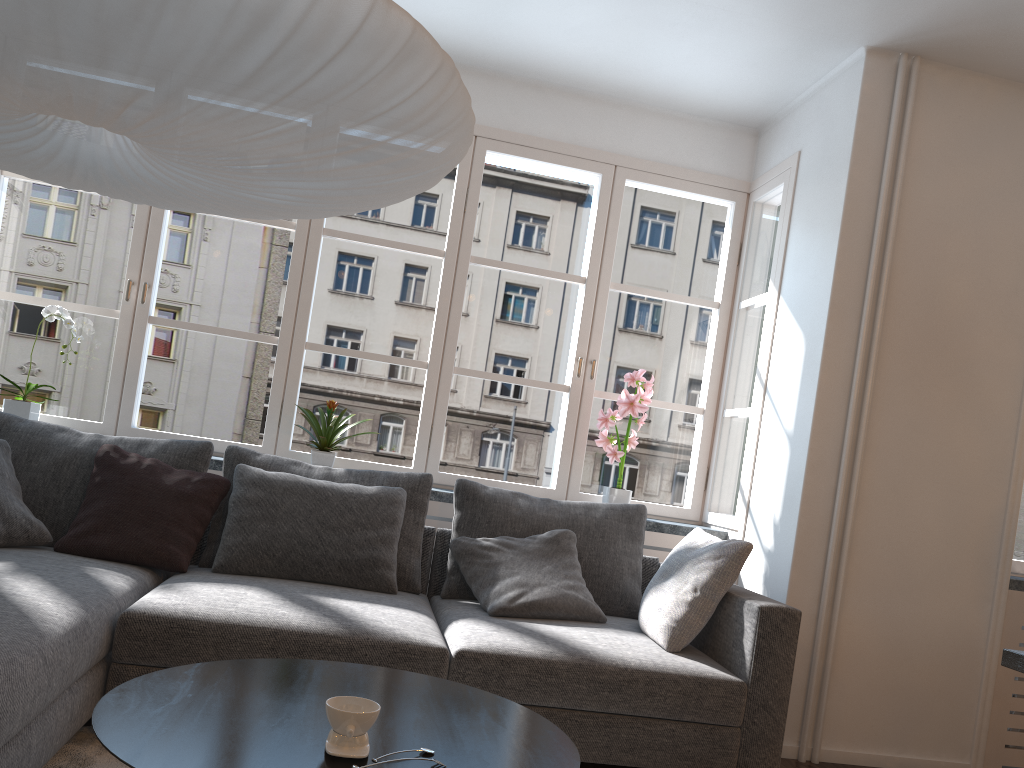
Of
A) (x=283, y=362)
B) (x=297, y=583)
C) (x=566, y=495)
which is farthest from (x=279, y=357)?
(x=566, y=495)

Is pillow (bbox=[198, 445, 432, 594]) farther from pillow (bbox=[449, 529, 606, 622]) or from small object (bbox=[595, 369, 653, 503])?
small object (bbox=[595, 369, 653, 503])

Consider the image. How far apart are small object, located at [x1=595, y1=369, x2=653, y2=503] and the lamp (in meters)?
2.18

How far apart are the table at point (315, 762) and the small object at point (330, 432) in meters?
1.9 m

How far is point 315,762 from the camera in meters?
1.3

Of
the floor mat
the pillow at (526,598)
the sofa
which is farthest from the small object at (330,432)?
the floor mat

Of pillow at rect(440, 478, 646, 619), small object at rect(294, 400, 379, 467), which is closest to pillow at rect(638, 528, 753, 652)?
pillow at rect(440, 478, 646, 619)

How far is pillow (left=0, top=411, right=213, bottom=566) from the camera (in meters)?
3.15

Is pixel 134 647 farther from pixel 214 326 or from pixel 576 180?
pixel 576 180

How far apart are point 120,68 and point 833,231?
2.9 meters
